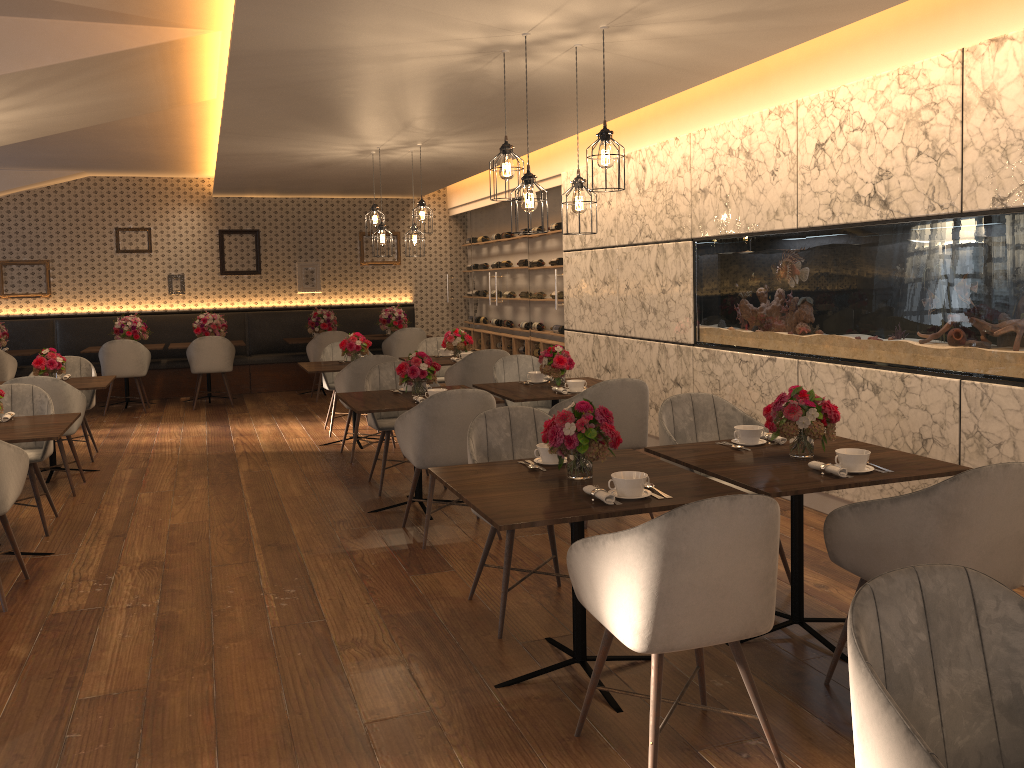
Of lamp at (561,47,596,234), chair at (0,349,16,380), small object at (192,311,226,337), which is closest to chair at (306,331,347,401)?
small object at (192,311,226,337)

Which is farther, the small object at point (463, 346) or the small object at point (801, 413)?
the small object at point (463, 346)

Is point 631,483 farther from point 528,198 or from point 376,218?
point 376,218

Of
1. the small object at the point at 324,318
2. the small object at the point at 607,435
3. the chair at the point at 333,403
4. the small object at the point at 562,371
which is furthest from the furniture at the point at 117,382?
the small object at the point at 607,435

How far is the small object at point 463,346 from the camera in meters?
8.2 m

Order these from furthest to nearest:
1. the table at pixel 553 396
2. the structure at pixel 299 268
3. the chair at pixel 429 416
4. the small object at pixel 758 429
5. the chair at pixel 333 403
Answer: the structure at pixel 299 268, the chair at pixel 333 403, the table at pixel 553 396, the chair at pixel 429 416, the small object at pixel 758 429

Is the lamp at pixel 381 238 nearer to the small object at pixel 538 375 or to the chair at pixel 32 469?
the small object at pixel 538 375

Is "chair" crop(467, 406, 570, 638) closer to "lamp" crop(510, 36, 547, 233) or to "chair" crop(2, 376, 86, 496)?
"lamp" crop(510, 36, 547, 233)

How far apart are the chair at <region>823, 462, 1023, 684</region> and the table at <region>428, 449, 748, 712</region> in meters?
0.3 m

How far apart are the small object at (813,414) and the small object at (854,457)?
0.2 meters
